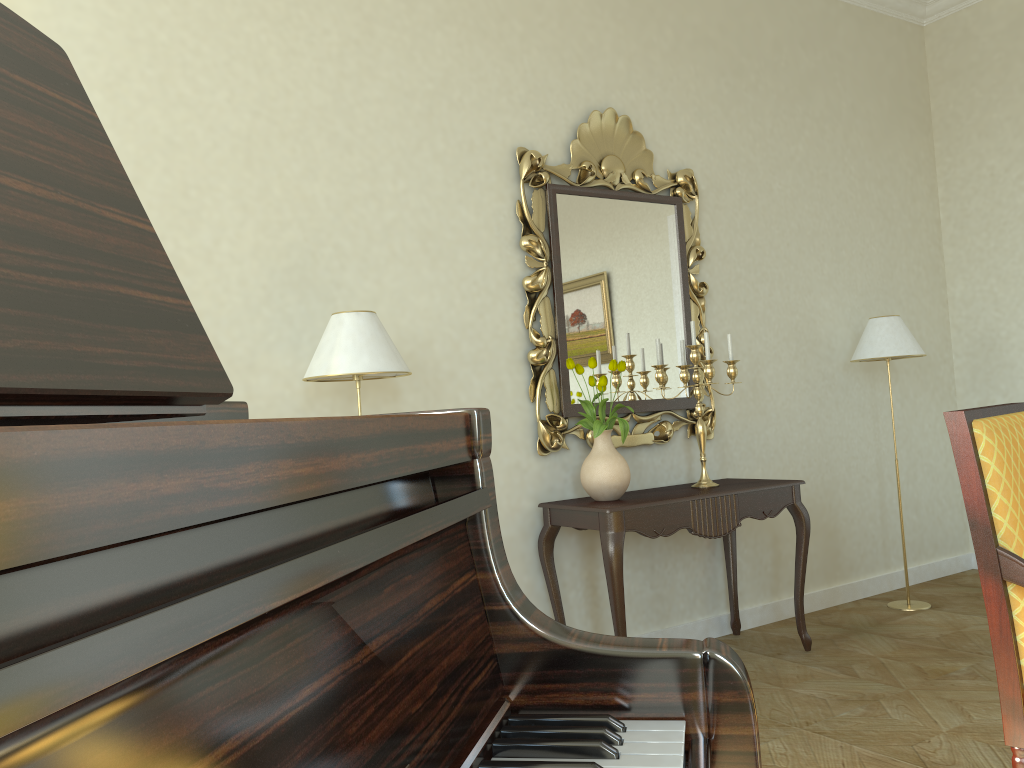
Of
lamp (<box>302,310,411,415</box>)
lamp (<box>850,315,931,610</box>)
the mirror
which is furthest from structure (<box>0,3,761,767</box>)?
lamp (<box>850,315,931,610</box>)

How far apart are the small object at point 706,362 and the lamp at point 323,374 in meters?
1.3

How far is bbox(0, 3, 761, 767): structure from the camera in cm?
34

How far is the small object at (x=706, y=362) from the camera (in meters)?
3.87

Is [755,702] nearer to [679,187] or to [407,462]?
[679,187]

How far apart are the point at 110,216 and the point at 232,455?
0.2m

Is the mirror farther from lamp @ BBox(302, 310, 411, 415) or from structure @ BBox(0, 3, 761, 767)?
structure @ BBox(0, 3, 761, 767)

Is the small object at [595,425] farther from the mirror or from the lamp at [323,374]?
the lamp at [323,374]

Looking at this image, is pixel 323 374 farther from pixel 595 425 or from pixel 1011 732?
pixel 1011 732

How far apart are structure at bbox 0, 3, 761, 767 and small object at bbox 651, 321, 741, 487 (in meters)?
3.07
